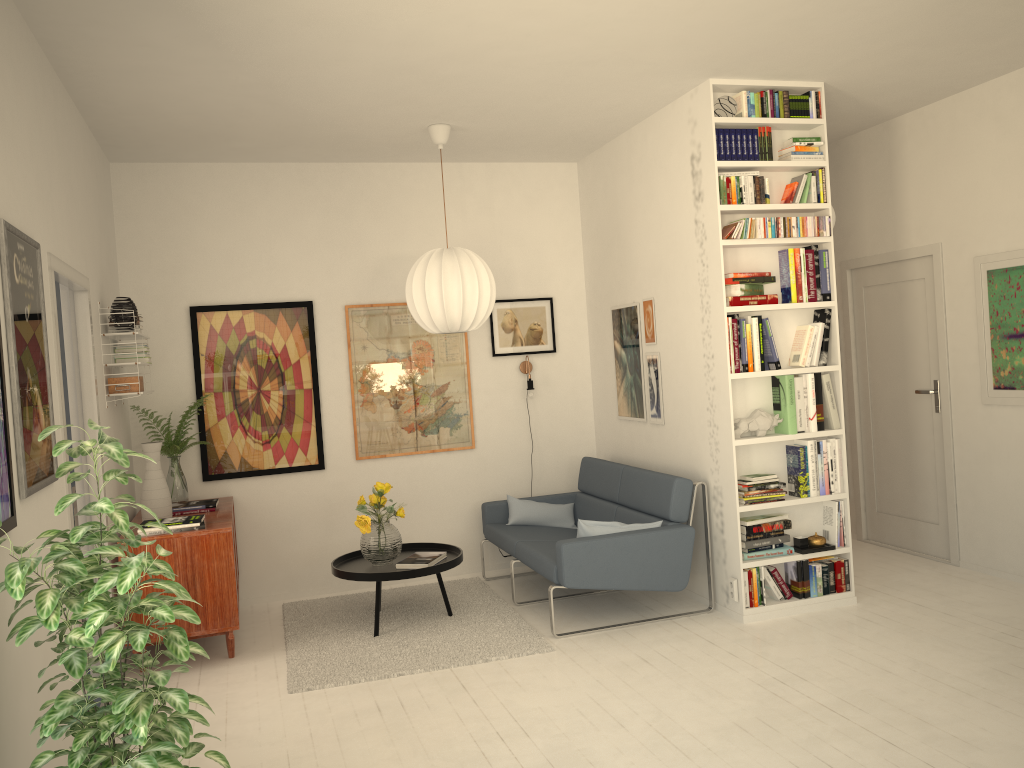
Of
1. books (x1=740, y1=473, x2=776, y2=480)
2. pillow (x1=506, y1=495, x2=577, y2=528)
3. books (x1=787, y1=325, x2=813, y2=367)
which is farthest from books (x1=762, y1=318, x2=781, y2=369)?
pillow (x1=506, y1=495, x2=577, y2=528)

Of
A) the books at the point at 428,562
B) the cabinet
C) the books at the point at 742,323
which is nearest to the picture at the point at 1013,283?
the books at the point at 742,323

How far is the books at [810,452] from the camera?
4.9 meters

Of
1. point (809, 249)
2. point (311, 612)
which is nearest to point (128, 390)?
point (311, 612)

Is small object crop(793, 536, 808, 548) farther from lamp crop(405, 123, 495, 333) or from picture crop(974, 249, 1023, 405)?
lamp crop(405, 123, 495, 333)

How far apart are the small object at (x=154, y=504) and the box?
0.32m

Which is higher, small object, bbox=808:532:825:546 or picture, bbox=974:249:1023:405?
picture, bbox=974:249:1023:405

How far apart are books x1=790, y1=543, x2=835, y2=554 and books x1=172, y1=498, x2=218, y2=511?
3.35m

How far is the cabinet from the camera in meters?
4.5

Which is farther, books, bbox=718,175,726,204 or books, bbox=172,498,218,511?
books, bbox=172,498,218,511
